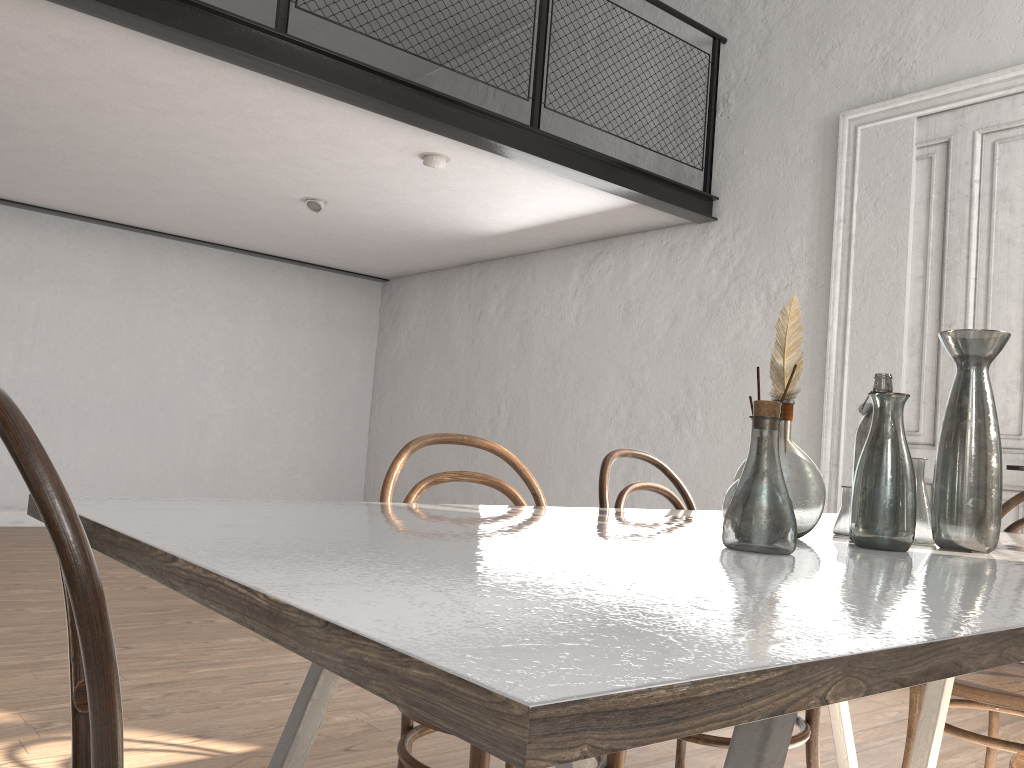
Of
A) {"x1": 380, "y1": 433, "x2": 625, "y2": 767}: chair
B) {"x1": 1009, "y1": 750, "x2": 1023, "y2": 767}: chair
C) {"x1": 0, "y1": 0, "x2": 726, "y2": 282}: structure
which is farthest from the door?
{"x1": 380, "y1": 433, "x2": 625, "y2": 767}: chair

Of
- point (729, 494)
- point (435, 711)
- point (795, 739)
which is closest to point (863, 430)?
point (729, 494)

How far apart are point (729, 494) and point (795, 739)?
0.8 meters

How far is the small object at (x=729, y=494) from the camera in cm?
136

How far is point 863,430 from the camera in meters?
1.6 m

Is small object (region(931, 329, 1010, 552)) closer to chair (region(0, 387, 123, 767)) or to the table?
the table

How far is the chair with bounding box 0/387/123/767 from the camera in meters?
0.7

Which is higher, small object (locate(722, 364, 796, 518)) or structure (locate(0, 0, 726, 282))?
structure (locate(0, 0, 726, 282))

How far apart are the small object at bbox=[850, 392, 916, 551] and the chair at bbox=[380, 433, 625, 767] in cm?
56

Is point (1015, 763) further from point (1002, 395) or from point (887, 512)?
point (1002, 395)
